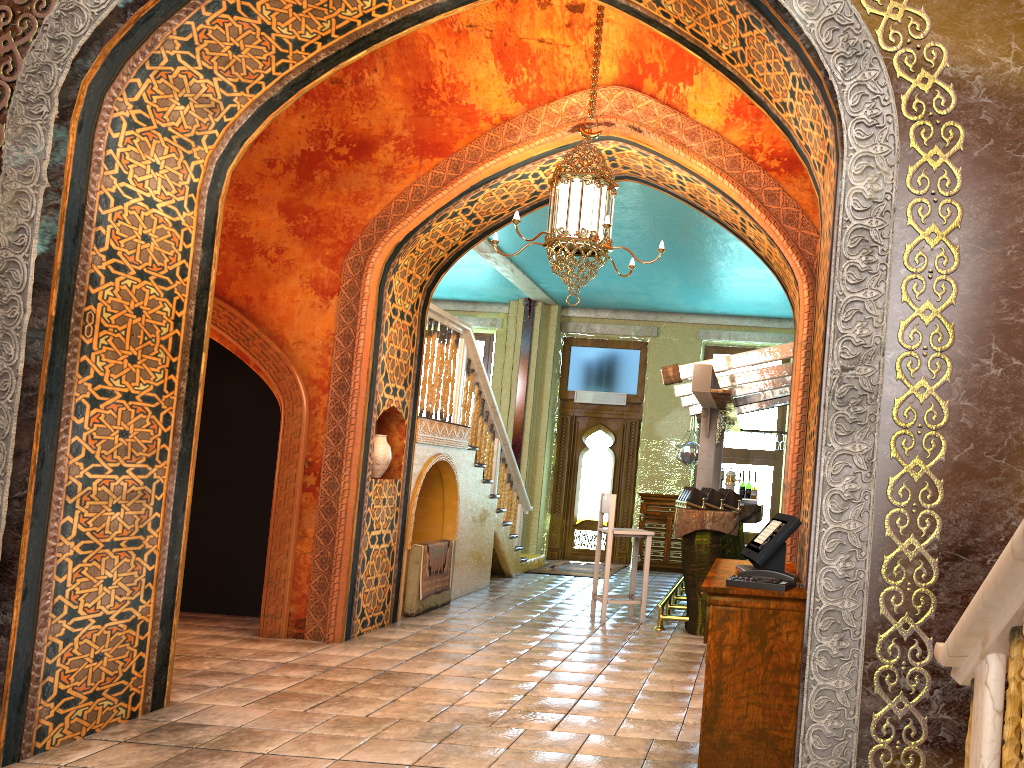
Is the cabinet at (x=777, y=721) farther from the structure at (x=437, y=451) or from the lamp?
the structure at (x=437, y=451)

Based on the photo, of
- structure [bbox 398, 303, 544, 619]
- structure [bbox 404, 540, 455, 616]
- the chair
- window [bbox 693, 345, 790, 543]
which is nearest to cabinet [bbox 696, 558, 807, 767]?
the chair

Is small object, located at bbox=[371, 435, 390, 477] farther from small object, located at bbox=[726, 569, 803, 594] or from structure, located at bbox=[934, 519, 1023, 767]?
structure, located at bbox=[934, 519, 1023, 767]

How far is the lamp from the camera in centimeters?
612cm

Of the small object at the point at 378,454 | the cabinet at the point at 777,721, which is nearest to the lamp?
the cabinet at the point at 777,721

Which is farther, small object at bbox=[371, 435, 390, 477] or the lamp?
small object at bbox=[371, 435, 390, 477]

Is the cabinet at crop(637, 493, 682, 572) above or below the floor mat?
above

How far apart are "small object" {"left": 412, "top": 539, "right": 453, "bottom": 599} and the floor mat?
3.7 meters

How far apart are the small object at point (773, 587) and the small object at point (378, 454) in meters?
4.7

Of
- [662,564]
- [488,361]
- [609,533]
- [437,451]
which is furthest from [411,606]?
[488,361]
